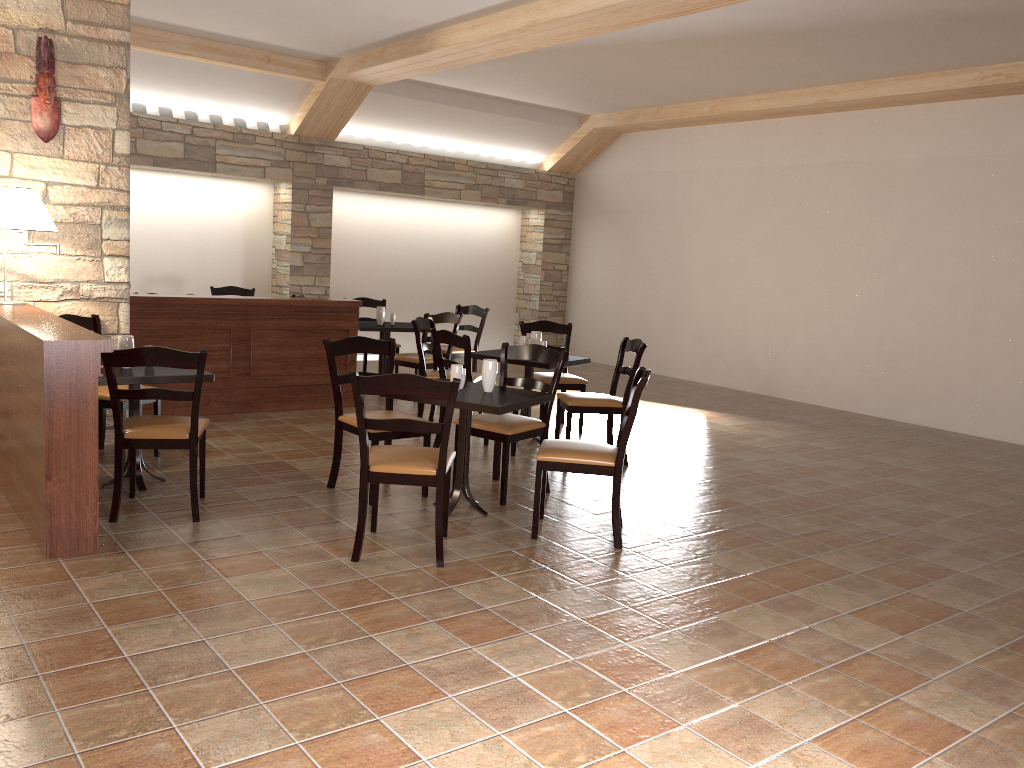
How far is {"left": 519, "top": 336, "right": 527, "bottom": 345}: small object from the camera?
6.50m

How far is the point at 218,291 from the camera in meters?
9.5

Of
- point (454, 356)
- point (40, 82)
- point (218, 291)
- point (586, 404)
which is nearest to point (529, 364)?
point (586, 404)

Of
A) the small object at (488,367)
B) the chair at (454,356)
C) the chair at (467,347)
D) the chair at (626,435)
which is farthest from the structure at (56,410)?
the chair at (454,356)

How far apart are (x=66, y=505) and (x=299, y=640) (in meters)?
1.34

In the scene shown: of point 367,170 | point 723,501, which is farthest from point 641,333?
point 723,501

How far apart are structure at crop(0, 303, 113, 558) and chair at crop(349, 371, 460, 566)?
1.0m

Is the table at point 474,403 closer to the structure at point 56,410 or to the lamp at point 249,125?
the structure at point 56,410

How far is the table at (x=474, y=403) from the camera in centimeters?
430cm

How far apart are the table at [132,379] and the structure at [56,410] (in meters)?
0.32
